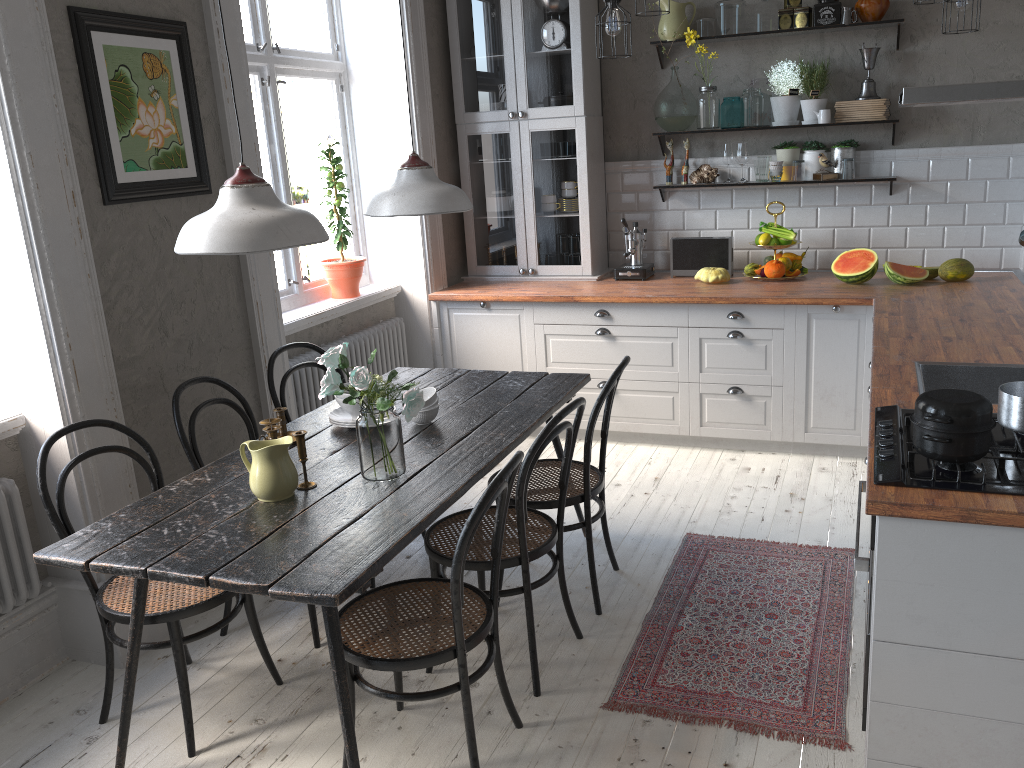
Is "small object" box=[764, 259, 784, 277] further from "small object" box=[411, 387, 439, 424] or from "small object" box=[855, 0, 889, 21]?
"small object" box=[411, 387, 439, 424]

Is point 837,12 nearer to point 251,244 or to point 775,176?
point 775,176

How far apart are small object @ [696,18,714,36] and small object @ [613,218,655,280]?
1.12m

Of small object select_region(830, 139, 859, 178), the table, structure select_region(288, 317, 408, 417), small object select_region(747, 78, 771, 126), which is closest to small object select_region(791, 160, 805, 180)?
small object select_region(830, 139, 859, 178)

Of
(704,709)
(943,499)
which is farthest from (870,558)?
(704,709)

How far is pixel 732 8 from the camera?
4.71m

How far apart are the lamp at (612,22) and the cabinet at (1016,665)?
1.4 meters

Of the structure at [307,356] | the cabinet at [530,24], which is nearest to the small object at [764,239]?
the cabinet at [530,24]

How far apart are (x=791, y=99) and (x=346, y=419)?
3.1m

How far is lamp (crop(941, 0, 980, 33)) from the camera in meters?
3.8 m
